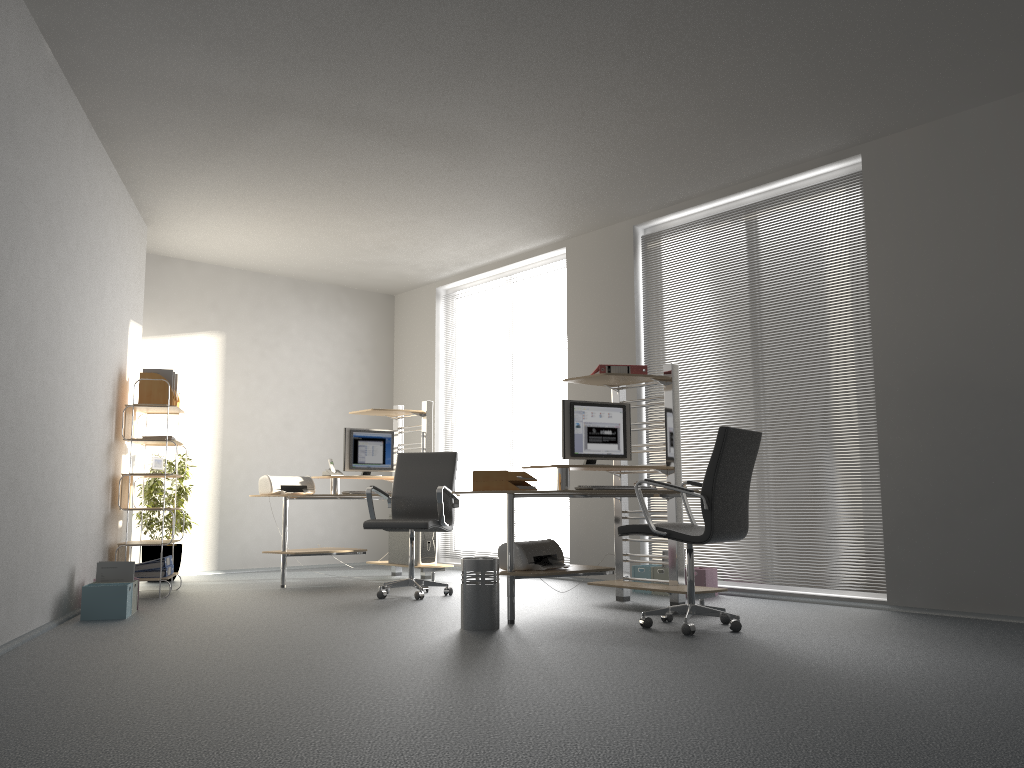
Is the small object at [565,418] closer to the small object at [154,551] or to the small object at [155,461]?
the small object at [155,461]

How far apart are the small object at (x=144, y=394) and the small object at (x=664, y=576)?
3.8m

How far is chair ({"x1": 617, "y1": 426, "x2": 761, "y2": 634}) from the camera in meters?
4.5

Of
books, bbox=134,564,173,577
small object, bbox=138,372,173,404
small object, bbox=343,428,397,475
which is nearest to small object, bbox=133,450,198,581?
books, bbox=134,564,173,577

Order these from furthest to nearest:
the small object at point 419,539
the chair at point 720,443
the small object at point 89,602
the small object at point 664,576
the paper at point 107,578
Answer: the small object at point 419,539
the small object at point 664,576
the paper at point 107,578
the small object at point 89,602
the chair at point 720,443

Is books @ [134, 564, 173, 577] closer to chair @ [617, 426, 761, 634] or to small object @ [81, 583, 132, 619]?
small object @ [81, 583, 132, 619]

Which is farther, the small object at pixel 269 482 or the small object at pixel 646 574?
the small object at pixel 269 482

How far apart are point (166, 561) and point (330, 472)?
1.5m

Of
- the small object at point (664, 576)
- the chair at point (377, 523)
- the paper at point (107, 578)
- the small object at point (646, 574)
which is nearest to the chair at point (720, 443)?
the small object at point (664, 576)

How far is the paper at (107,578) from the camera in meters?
5.4 m
